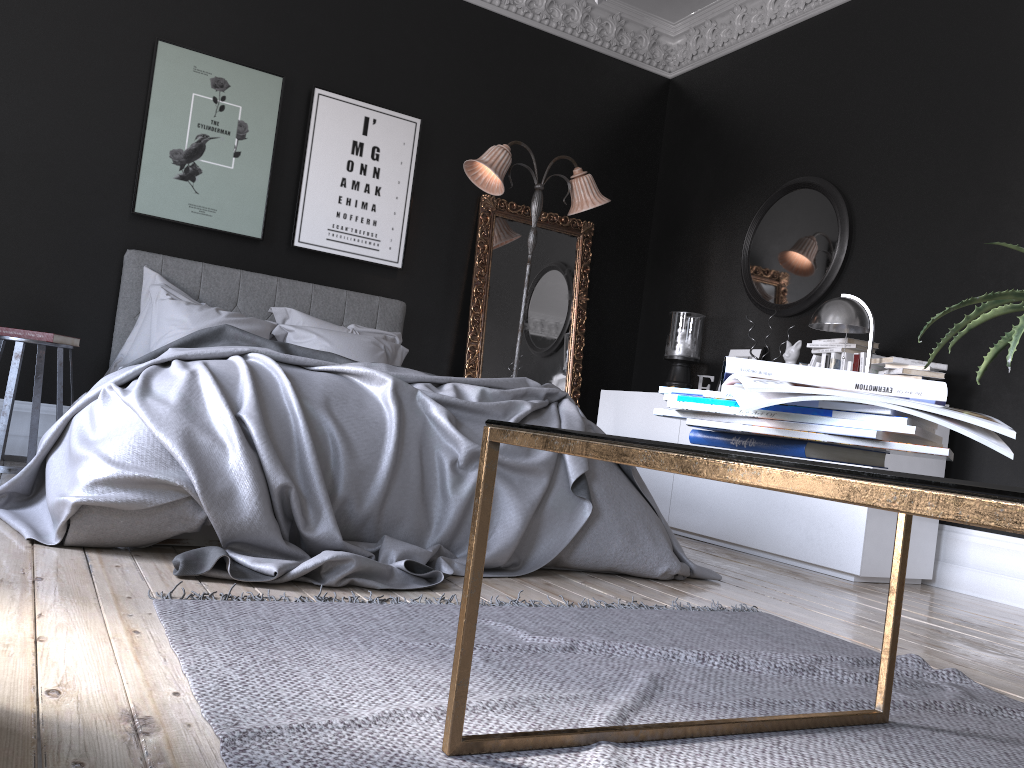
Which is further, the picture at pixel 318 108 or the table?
the picture at pixel 318 108

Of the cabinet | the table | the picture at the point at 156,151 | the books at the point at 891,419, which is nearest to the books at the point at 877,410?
the books at the point at 891,419

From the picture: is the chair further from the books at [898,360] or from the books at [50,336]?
the books at [898,360]

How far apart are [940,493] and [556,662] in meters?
1.5

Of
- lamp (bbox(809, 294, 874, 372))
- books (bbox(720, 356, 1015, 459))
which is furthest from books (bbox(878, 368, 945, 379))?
books (bbox(720, 356, 1015, 459))

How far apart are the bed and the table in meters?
1.2

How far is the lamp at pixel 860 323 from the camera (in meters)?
4.59

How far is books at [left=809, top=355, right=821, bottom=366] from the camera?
5.11m

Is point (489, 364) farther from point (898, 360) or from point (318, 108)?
point (898, 360)

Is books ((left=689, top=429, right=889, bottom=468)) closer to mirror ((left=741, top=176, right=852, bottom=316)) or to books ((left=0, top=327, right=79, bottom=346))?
books ((left=0, top=327, right=79, bottom=346))
